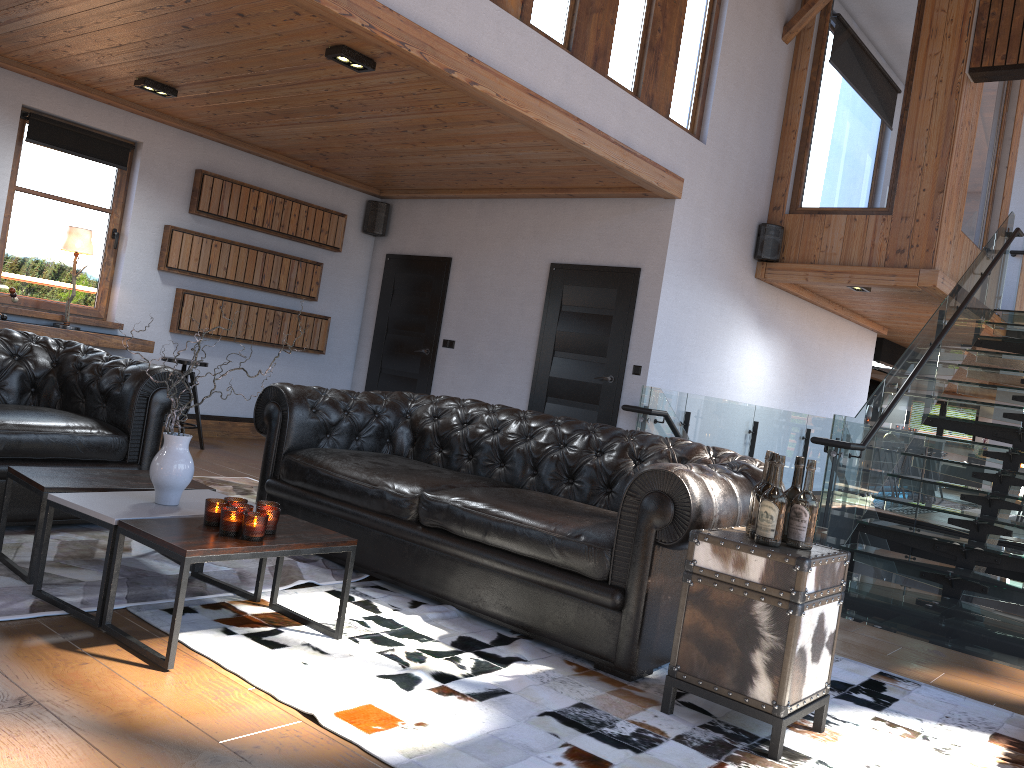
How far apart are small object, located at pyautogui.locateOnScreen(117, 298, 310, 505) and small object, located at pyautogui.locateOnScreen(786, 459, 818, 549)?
2.08m

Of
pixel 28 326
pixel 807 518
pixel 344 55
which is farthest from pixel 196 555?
pixel 28 326

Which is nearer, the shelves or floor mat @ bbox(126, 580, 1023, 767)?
floor mat @ bbox(126, 580, 1023, 767)

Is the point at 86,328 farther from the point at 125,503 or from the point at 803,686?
the point at 803,686

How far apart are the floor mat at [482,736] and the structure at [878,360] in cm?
991

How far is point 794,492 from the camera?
2.9 meters

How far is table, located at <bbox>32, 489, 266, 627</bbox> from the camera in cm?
288

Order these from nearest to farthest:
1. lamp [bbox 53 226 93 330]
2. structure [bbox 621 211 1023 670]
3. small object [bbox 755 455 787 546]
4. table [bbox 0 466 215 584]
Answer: small object [bbox 755 455 787 546], table [bbox 0 466 215 584], structure [bbox 621 211 1023 670], lamp [bbox 53 226 93 330]

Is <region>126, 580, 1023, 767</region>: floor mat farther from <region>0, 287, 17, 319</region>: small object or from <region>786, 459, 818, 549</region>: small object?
<region>0, 287, 17, 319</region>: small object

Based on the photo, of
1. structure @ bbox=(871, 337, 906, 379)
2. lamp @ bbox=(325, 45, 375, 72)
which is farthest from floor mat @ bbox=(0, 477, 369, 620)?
structure @ bbox=(871, 337, 906, 379)
